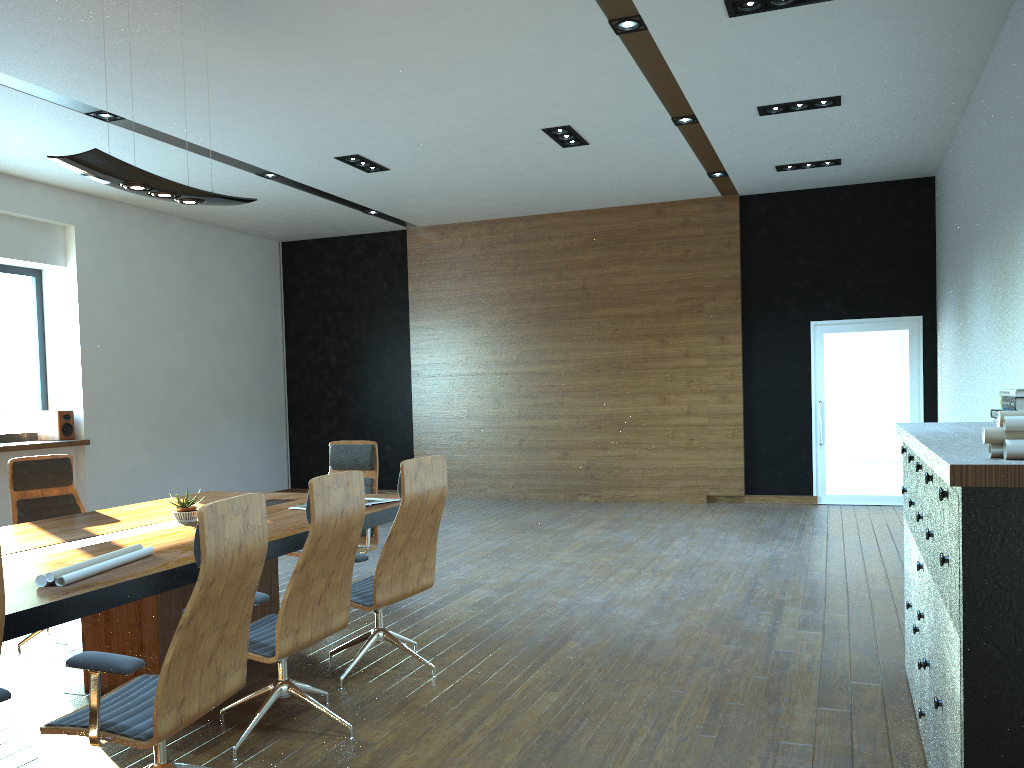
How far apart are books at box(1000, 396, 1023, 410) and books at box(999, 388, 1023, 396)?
0.0m

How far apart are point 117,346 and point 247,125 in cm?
385

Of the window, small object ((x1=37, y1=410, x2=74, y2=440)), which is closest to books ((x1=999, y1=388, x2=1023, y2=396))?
small object ((x1=37, y1=410, x2=74, y2=440))

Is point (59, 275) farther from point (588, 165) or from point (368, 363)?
point (588, 165)

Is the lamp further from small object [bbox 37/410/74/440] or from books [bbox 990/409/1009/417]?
small object [bbox 37/410/74/440]

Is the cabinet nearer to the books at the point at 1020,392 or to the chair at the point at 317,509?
the books at the point at 1020,392

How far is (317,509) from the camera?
3.5 meters

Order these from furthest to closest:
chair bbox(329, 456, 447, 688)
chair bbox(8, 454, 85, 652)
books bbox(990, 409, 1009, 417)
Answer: chair bbox(8, 454, 85, 652) < chair bbox(329, 456, 447, 688) < books bbox(990, 409, 1009, 417)

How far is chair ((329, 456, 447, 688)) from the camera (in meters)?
4.33

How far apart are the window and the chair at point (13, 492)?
4.2 meters
